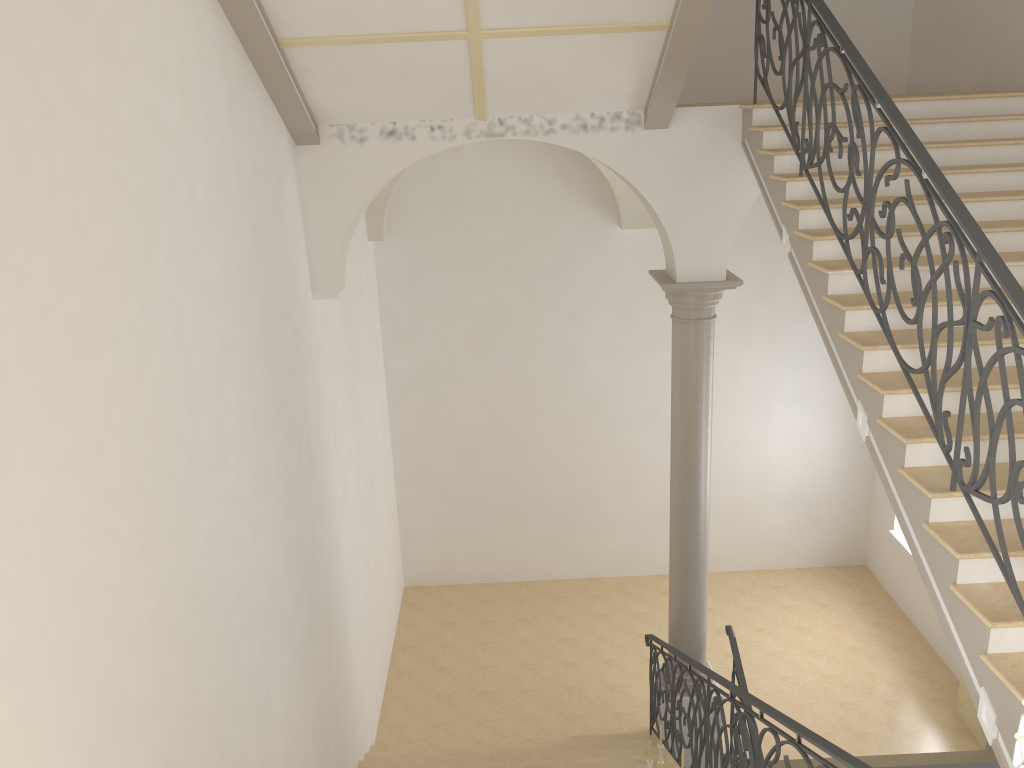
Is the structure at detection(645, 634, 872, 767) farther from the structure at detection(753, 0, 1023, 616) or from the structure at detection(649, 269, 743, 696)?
the structure at detection(753, 0, 1023, 616)

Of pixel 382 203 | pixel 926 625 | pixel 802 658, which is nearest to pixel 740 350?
pixel 802 658

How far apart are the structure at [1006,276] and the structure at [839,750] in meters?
0.9

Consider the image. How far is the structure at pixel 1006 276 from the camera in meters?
3.7 m

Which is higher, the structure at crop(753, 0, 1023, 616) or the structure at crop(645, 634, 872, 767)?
the structure at crop(753, 0, 1023, 616)

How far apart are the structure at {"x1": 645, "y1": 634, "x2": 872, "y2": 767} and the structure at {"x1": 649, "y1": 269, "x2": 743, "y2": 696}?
0.2m

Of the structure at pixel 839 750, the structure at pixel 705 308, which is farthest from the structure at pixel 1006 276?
the structure at pixel 705 308

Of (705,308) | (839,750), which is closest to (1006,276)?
(839,750)

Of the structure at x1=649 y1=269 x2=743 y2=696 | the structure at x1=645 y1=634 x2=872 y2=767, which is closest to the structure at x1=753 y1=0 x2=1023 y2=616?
the structure at x1=645 y1=634 x2=872 y2=767

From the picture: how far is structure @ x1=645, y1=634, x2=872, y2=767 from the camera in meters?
3.8
